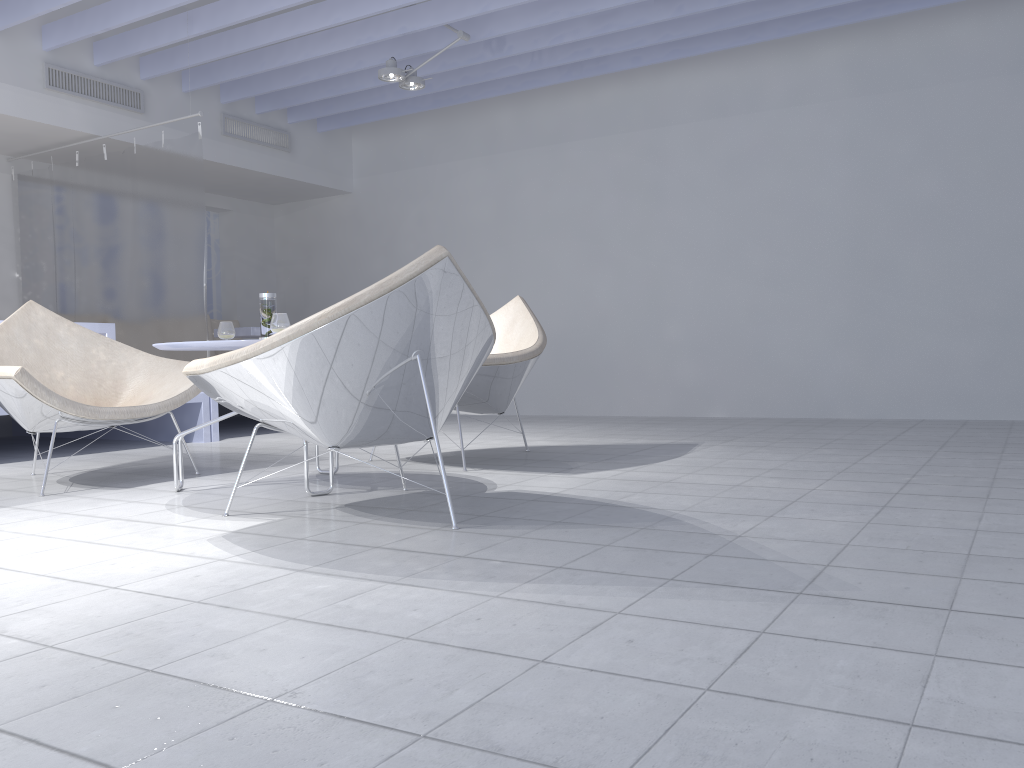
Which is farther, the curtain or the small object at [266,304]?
the curtain

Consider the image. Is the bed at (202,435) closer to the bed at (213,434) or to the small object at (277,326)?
the bed at (213,434)

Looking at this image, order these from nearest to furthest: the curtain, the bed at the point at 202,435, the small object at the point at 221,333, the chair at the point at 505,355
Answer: the small object at the point at 221,333 < the chair at the point at 505,355 < the bed at the point at 202,435 < the curtain

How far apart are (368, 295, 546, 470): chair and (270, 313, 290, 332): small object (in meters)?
0.86

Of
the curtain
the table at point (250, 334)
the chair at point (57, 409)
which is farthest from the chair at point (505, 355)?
the table at point (250, 334)

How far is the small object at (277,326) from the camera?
2.99m

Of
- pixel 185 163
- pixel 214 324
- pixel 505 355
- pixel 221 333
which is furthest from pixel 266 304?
pixel 214 324

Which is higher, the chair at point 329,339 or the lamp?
the lamp

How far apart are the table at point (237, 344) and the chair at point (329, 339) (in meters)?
0.31

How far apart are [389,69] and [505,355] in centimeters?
272cm
